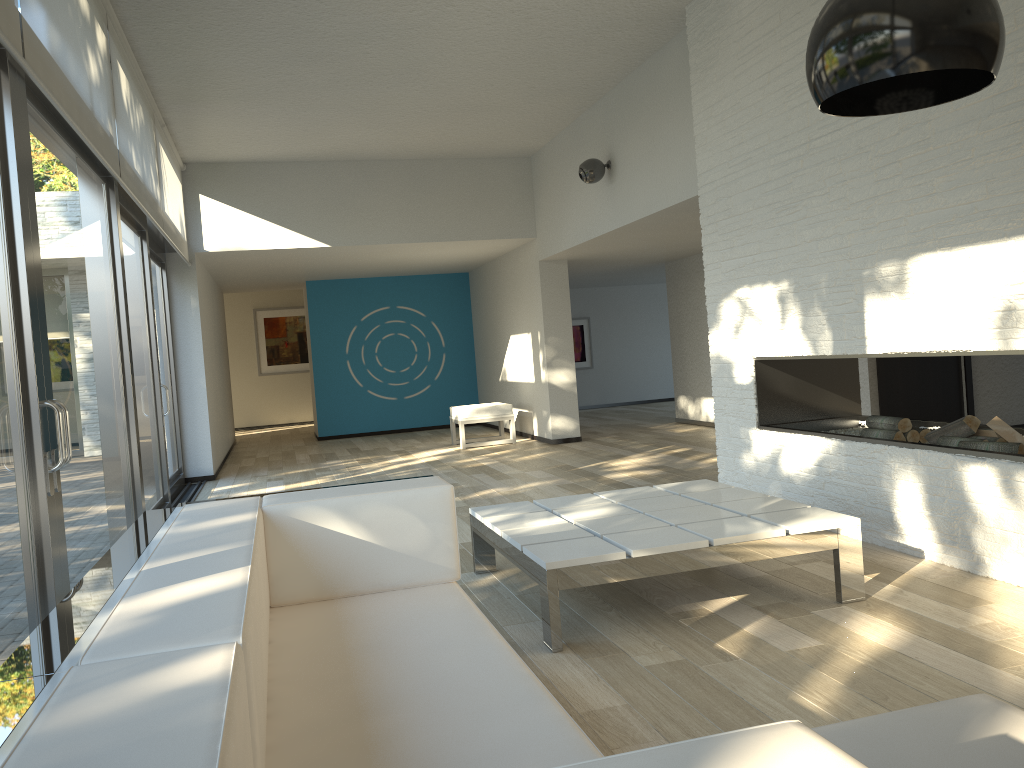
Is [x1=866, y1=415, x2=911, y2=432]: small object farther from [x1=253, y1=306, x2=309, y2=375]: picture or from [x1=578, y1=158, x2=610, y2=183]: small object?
[x1=253, y1=306, x2=309, y2=375]: picture

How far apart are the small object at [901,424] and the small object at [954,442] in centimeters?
32cm

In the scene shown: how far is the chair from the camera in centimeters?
971cm

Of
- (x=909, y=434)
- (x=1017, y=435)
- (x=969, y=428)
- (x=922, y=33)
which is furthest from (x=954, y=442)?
(x=922, y=33)

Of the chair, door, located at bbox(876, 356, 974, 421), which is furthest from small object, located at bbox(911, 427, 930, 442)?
the chair

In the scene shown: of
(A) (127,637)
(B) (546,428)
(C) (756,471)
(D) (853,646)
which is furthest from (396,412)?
(A) (127,637)

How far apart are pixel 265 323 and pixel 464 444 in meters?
7.3

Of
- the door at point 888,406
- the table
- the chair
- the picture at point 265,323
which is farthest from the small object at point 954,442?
the picture at point 265,323

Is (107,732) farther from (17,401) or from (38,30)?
(38,30)

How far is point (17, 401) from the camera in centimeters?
278cm
